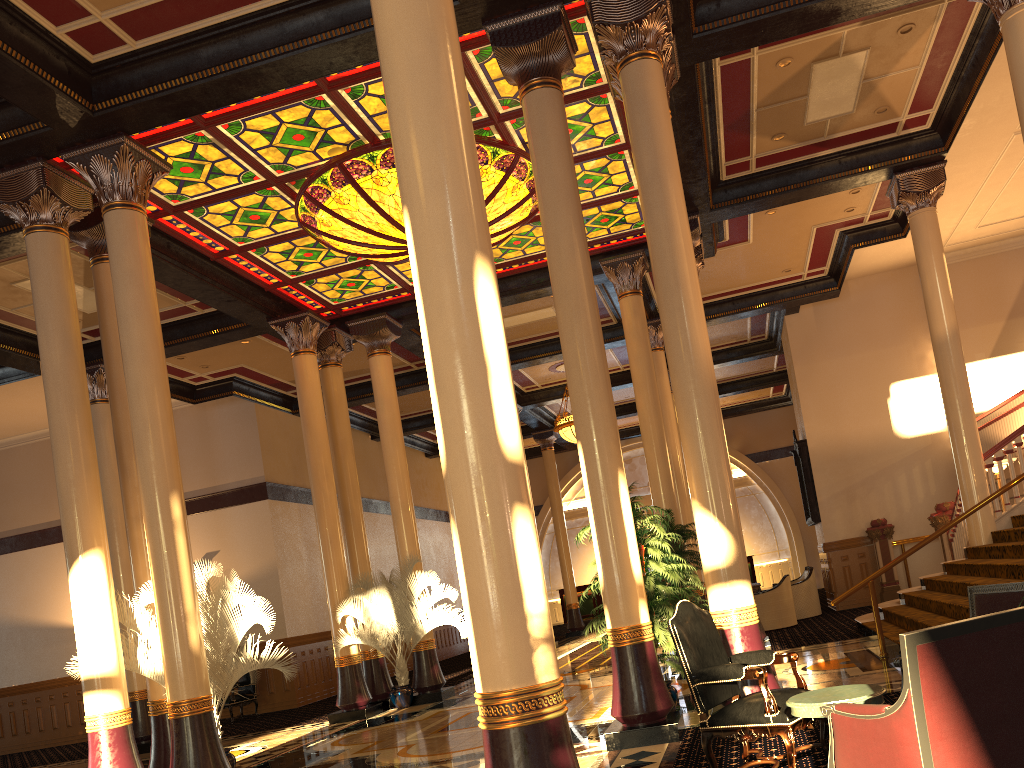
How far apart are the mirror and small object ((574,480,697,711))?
9.62m

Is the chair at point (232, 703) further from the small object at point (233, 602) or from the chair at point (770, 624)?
the chair at point (770, 624)

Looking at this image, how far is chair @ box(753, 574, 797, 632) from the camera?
14.13m

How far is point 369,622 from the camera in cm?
1229

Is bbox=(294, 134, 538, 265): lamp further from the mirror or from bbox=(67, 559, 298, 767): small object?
the mirror

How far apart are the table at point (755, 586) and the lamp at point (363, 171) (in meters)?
7.84

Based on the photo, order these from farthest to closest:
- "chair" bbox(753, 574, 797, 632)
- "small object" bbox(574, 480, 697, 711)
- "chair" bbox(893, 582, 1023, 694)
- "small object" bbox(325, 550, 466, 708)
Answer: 1. "chair" bbox(753, 574, 797, 632)
2. "small object" bbox(325, 550, 466, 708)
3. "small object" bbox(574, 480, 697, 711)
4. "chair" bbox(893, 582, 1023, 694)

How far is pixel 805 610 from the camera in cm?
1537

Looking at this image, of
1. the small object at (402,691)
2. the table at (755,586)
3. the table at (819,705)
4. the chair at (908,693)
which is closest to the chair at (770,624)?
the table at (755,586)

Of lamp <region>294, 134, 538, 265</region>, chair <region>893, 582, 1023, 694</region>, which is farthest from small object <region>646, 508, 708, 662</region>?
chair <region>893, 582, 1023, 694</region>
